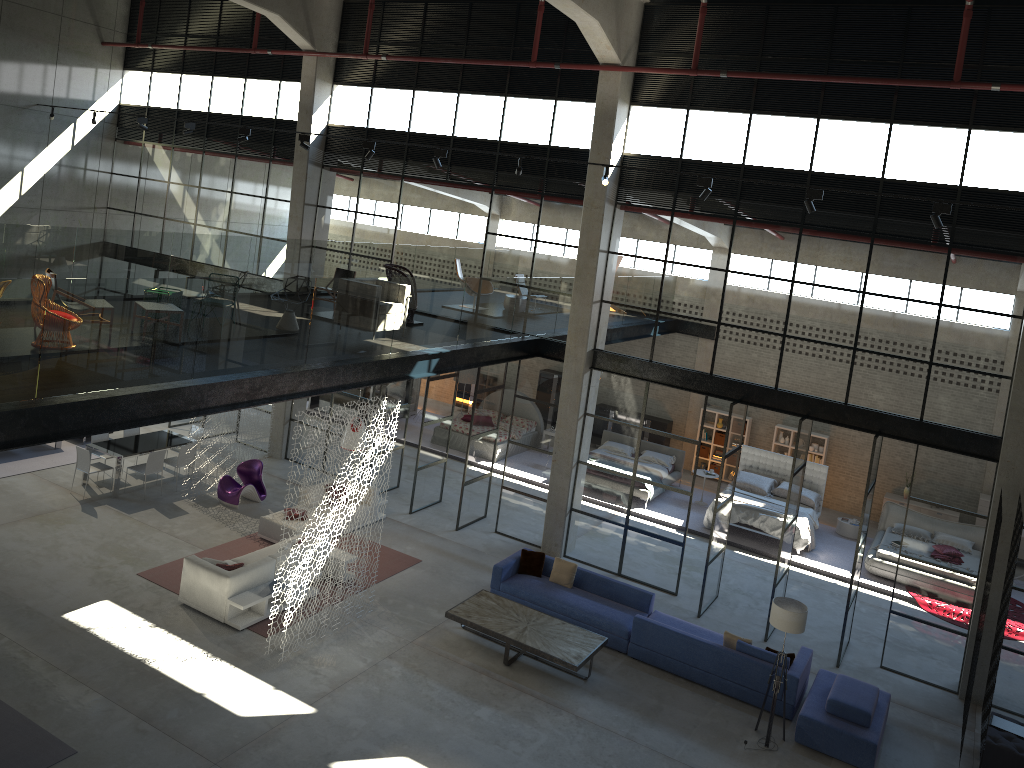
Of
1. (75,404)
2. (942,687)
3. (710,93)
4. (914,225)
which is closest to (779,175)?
(710,93)

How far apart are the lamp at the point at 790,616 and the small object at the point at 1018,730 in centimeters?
309cm

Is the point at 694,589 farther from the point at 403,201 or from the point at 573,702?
the point at 403,201

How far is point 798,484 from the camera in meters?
14.5

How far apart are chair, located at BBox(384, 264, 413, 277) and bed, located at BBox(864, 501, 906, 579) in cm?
1094

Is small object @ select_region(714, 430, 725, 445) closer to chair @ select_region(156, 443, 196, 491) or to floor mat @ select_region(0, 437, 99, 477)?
chair @ select_region(156, 443, 196, 491)

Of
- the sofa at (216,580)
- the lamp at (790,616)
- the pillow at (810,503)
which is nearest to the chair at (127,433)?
the sofa at (216,580)

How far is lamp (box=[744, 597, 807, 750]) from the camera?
11.2 meters

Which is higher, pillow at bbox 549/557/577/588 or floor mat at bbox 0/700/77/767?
pillow at bbox 549/557/577/588

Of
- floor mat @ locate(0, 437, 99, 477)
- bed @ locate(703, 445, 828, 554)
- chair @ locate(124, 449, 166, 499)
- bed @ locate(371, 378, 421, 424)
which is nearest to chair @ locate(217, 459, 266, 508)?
chair @ locate(124, 449, 166, 499)
